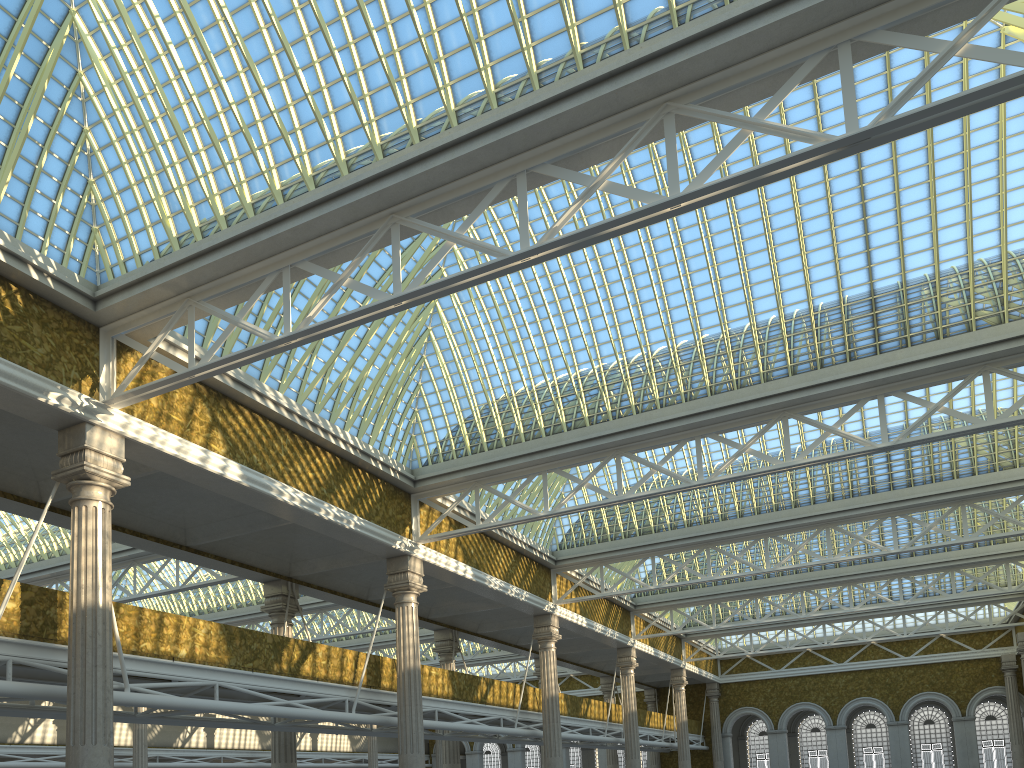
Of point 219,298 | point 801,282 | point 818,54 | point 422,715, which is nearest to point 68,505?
point 219,298
